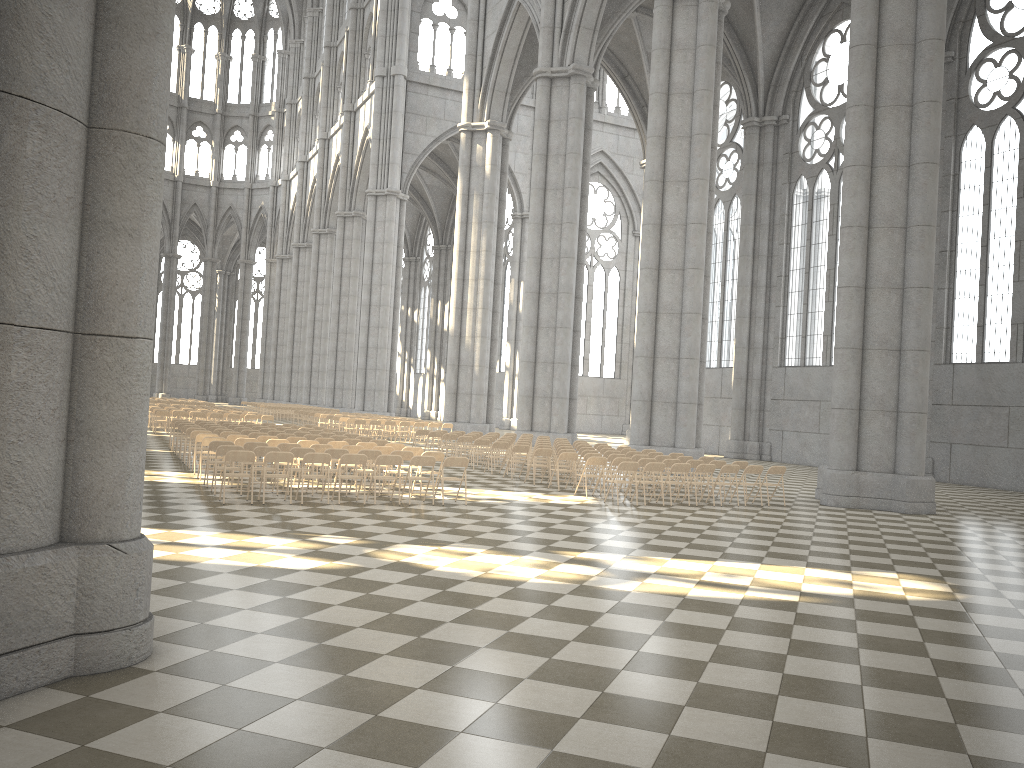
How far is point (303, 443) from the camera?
17.23m

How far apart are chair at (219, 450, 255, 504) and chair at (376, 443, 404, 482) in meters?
4.8

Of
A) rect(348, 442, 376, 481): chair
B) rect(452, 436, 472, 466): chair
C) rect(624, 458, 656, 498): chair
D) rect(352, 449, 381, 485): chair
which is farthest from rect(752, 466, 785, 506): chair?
rect(452, 436, 472, 466): chair

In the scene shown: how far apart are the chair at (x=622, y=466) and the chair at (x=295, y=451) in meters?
5.7 m

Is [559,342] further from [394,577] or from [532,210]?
[394,577]

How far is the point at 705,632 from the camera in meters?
7.2

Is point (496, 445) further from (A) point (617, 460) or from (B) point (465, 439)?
(A) point (617, 460)

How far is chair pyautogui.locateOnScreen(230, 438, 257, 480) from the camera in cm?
1672

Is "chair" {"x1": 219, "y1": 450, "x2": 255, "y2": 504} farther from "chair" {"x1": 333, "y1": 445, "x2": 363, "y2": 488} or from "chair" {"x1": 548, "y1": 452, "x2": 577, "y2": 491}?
"chair" {"x1": 548, "y1": 452, "x2": 577, "y2": 491}

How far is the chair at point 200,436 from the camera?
17.5m
